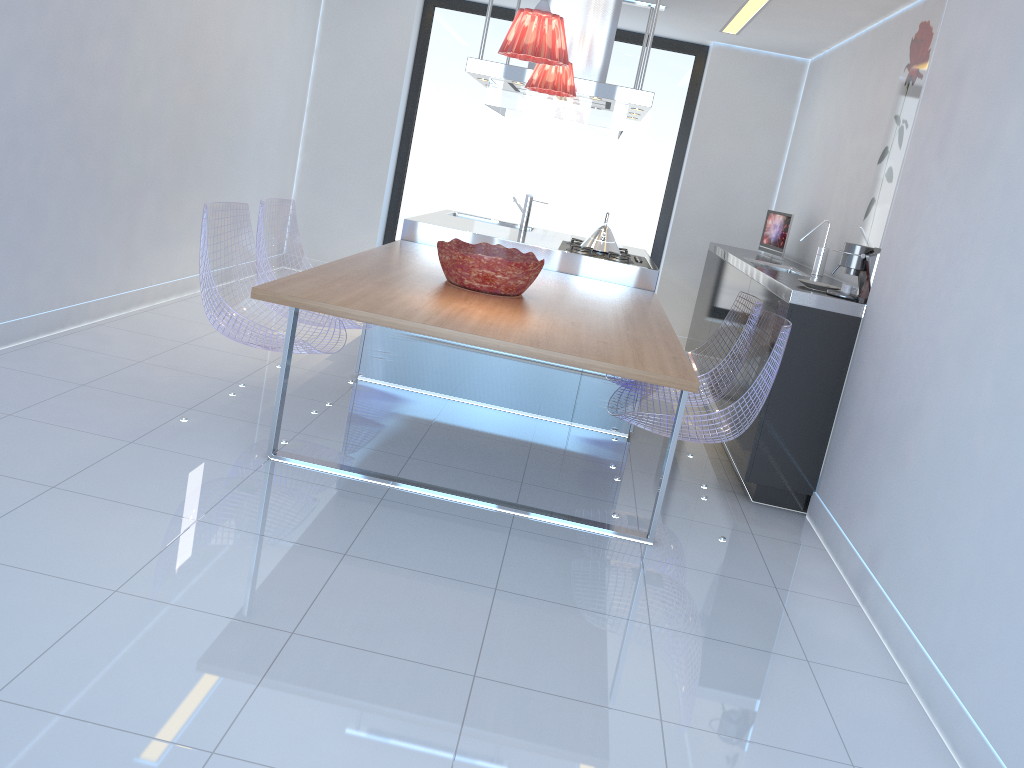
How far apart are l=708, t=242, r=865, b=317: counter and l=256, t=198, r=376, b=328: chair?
1.9m

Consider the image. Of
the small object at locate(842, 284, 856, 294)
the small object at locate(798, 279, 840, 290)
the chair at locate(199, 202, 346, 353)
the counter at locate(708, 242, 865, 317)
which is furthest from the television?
the chair at locate(199, 202, 346, 353)

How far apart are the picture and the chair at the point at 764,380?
1.1m

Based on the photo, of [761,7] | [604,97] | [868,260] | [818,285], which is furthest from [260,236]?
[761,7]

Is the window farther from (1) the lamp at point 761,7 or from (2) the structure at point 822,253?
(2) the structure at point 822,253

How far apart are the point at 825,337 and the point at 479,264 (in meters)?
1.52

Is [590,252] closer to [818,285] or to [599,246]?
[599,246]

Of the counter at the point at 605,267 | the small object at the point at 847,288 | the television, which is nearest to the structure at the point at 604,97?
the counter at the point at 605,267

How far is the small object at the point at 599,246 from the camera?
5.28m

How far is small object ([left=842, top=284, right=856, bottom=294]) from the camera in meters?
3.8
